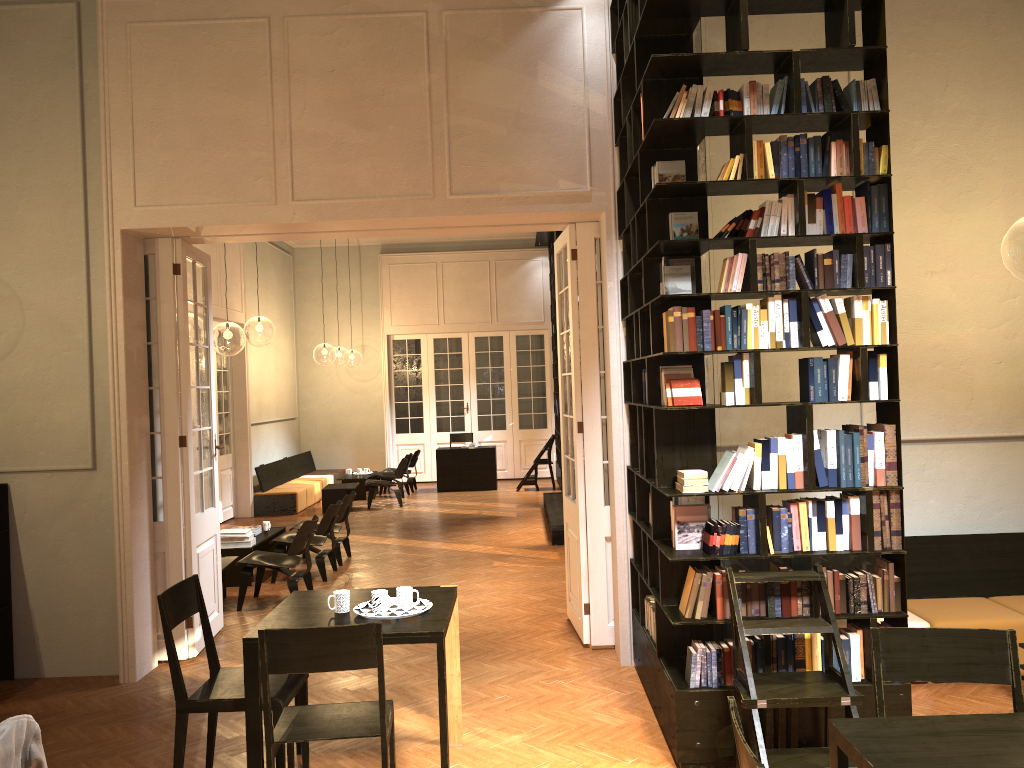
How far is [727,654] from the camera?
4.6 meters

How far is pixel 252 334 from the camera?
24.56m

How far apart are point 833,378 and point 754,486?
0.7m

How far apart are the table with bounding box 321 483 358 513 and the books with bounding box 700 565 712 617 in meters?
10.8

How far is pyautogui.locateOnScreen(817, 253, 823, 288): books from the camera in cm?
459

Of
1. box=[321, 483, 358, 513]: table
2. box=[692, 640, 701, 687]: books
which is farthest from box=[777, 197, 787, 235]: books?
box=[321, 483, 358, 513]: table

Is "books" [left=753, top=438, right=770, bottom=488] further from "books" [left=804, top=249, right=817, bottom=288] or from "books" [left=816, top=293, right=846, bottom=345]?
"books" [left=804, top=249, right=817, bottom=288]

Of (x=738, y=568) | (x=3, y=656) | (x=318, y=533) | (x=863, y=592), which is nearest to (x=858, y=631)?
(x=863, y=592)

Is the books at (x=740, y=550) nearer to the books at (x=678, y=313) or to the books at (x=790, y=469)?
the books at (x=790, y=469)

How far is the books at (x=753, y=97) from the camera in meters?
4.6
